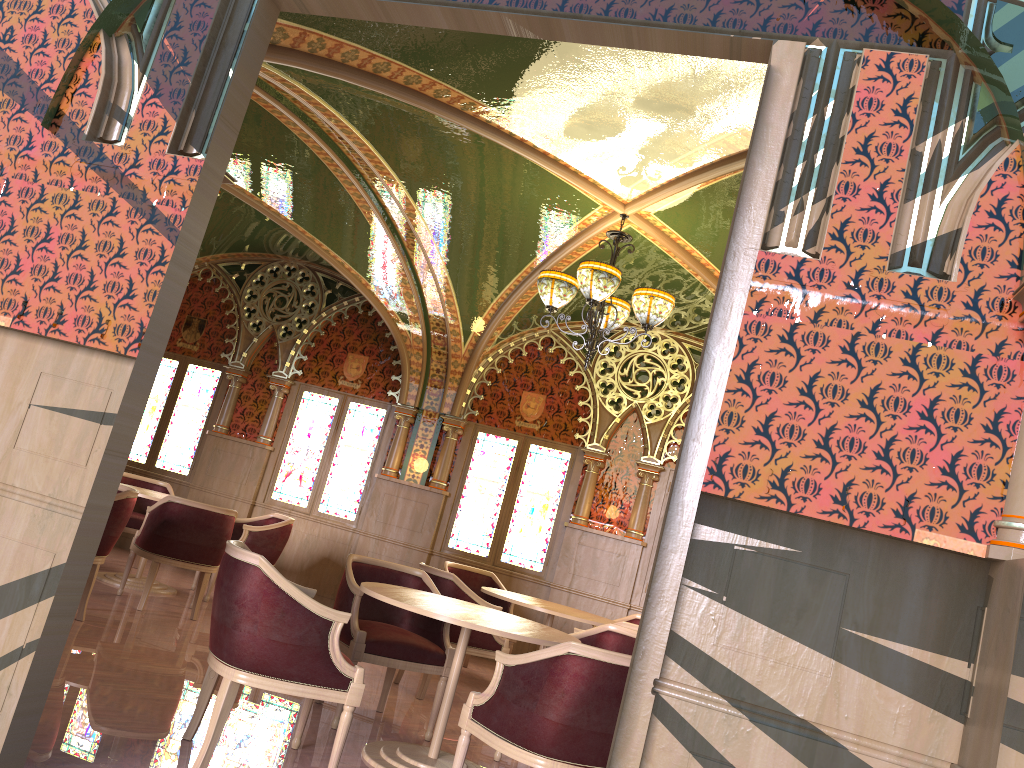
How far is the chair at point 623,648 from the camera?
5.1 meters

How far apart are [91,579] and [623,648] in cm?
336

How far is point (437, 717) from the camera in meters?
5.5 m

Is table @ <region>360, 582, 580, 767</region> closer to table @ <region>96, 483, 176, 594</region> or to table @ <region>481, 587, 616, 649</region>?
table @ <region>481, 587, 616, 649</region>

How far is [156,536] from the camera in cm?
653

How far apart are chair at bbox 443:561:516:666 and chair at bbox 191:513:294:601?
1.52m

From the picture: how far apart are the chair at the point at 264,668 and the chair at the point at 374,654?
0.5m

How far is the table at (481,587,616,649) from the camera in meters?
6.3 m

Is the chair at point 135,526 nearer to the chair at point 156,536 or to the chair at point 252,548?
the chair at point 252,548

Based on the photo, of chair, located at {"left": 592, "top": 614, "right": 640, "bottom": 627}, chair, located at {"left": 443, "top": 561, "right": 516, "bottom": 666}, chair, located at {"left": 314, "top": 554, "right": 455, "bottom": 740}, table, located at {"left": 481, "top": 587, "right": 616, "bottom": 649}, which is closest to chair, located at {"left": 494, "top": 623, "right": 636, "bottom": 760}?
chair, located at {"left": 314, "top": 554, "right": 455, "bottom": 740}
